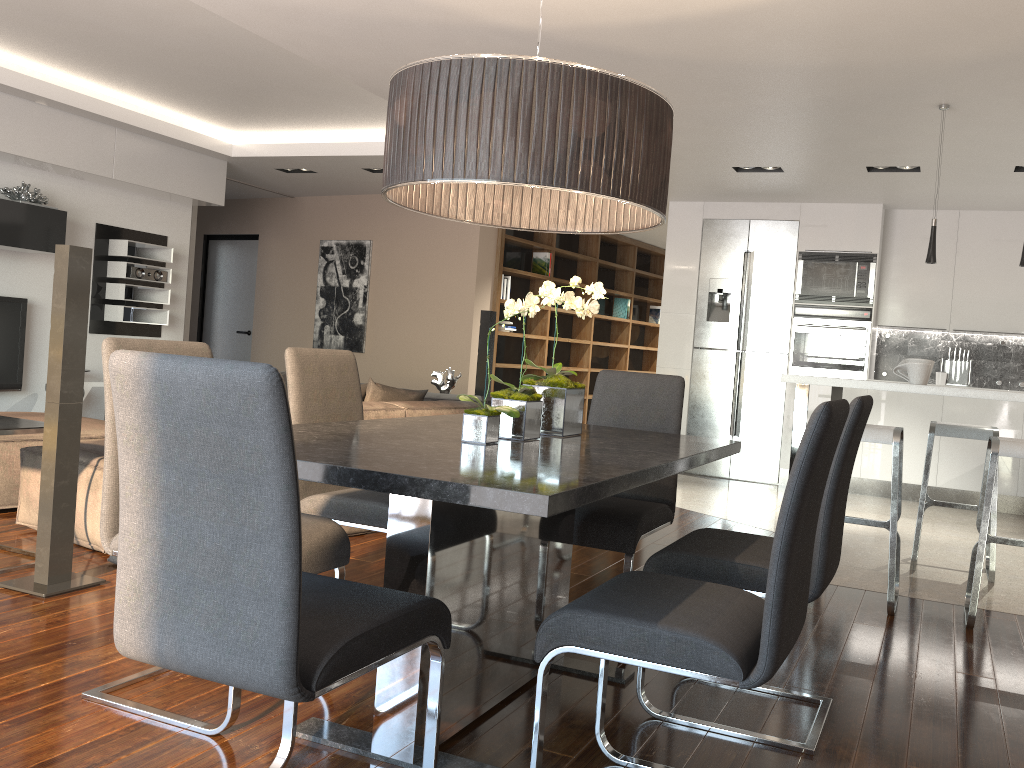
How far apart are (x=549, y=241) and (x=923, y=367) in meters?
5.7 m

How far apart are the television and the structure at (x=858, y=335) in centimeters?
622cm

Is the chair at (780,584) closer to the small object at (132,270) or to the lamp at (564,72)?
the lamp at (564,72)

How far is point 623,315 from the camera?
10.9m

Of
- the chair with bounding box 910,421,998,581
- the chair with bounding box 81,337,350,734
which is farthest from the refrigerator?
the chair with bounding box 81,337,350,734

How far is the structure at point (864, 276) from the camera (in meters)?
7.30

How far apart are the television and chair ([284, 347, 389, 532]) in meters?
4.7

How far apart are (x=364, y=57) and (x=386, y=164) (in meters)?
2.70

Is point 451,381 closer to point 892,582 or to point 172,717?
point 892,582

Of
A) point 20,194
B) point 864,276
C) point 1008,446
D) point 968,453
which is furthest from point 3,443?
point 968,453
